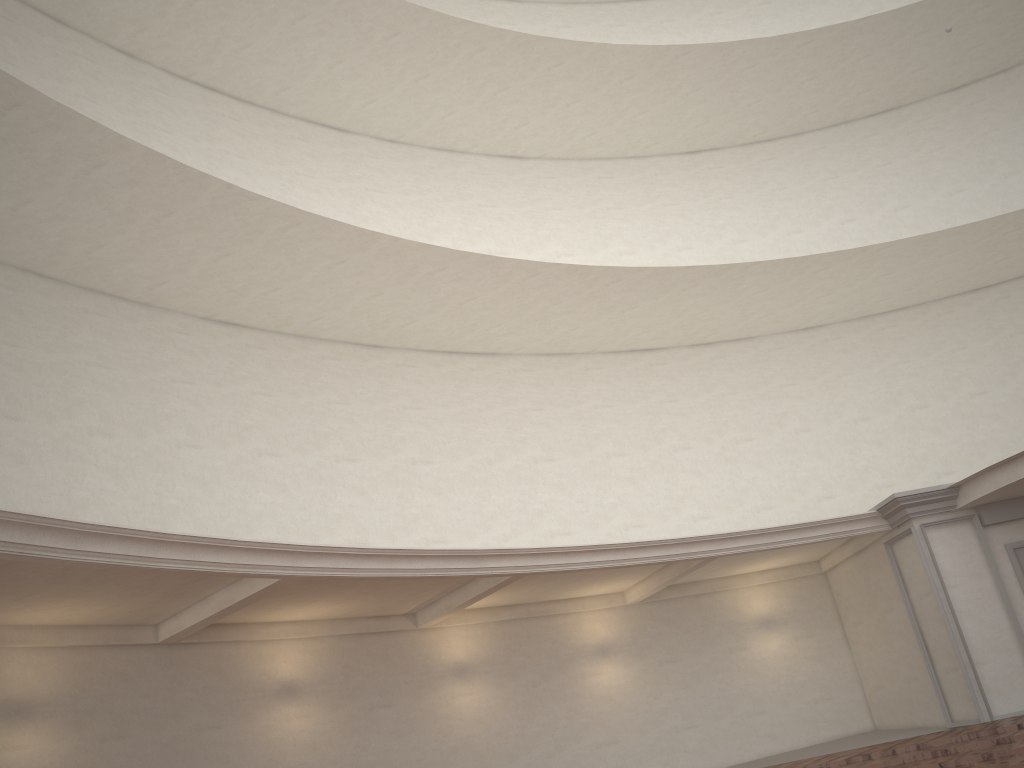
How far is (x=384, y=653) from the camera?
11.54m
